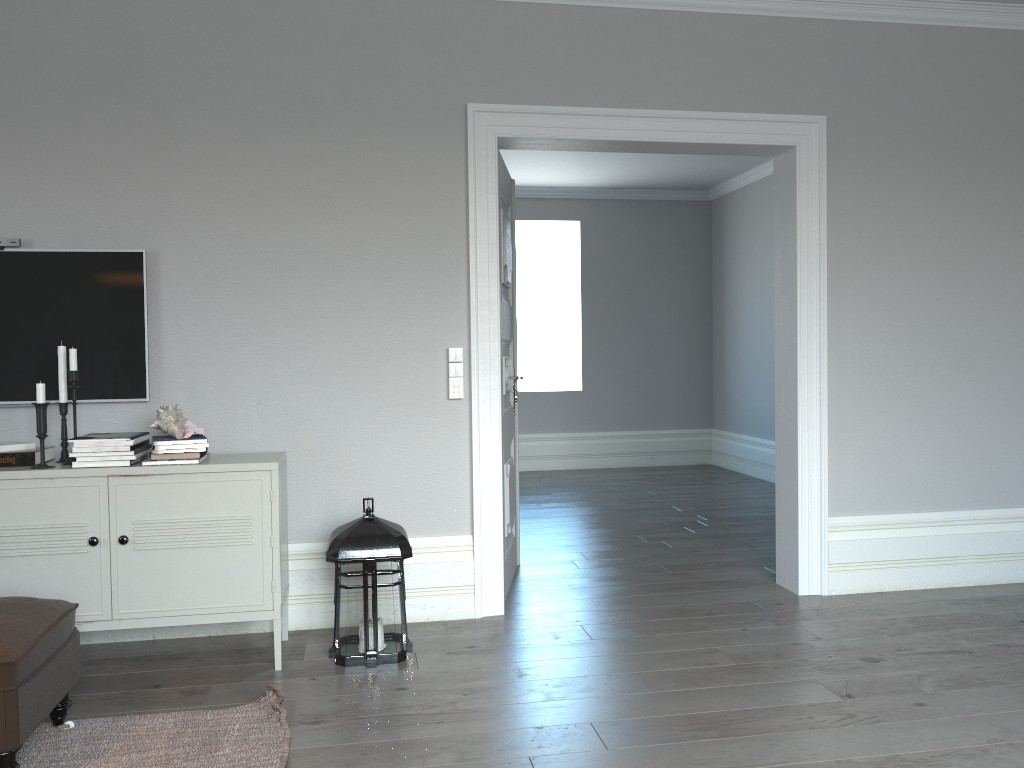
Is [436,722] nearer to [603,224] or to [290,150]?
[290,150]

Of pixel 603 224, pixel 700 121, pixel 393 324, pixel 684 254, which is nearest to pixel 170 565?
pixel 393 324

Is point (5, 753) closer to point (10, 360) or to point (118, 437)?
point (118, 437)

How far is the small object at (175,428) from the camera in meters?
3.2

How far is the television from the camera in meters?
3.5 m

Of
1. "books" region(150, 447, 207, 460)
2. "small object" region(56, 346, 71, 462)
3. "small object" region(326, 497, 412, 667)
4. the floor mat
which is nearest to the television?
"small object" region(56, 346, 71, 462)

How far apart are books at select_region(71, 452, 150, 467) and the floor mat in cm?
86

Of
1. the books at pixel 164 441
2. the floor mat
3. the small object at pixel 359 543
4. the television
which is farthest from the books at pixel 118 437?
the floor mat

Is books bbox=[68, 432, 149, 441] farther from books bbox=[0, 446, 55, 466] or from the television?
the television

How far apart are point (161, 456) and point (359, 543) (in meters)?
0.78
